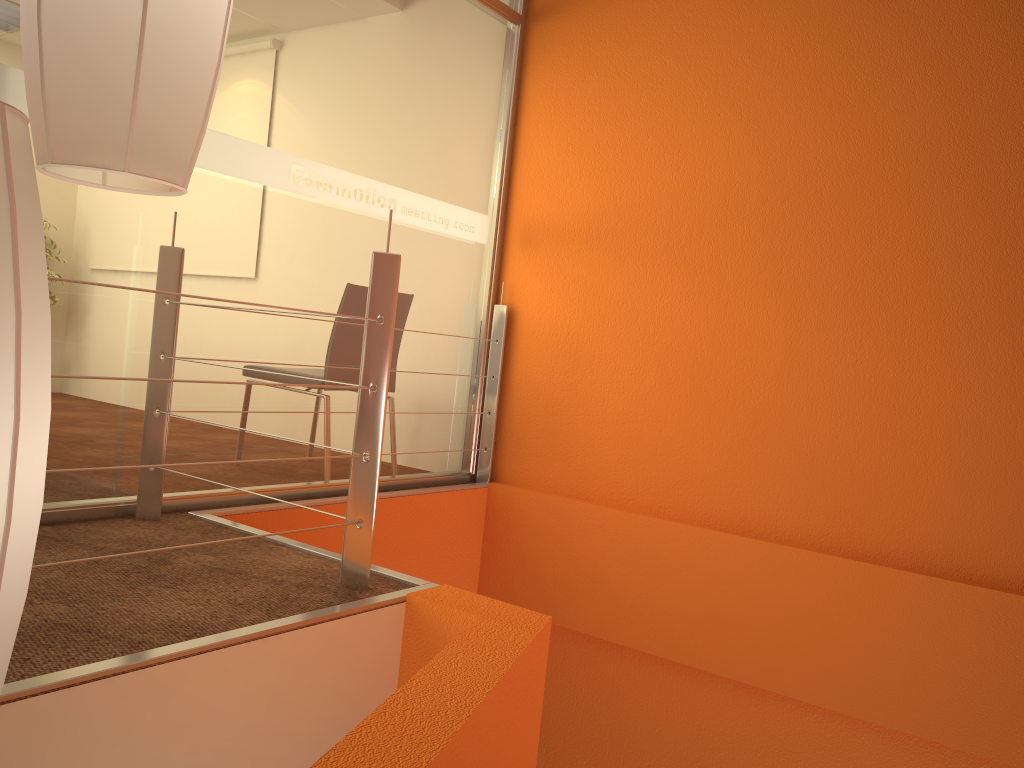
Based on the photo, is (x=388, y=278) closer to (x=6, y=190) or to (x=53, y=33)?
(x=53, y=33)

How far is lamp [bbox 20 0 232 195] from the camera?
0.8m

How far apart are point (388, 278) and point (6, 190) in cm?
153

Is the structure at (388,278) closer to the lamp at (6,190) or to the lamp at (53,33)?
the lamp at (53,33)

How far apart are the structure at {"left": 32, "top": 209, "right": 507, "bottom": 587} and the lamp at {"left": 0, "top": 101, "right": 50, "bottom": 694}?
1.1 meters

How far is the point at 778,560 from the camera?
3.14m

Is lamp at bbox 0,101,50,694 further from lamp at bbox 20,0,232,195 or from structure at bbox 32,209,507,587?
structure at bbox 32,209,507,587

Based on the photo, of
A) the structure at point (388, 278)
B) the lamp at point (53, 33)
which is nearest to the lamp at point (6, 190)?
the lamp at point (53, 33)

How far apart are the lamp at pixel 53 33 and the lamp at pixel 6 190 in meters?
0.2 m

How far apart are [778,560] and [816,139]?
1.51m
